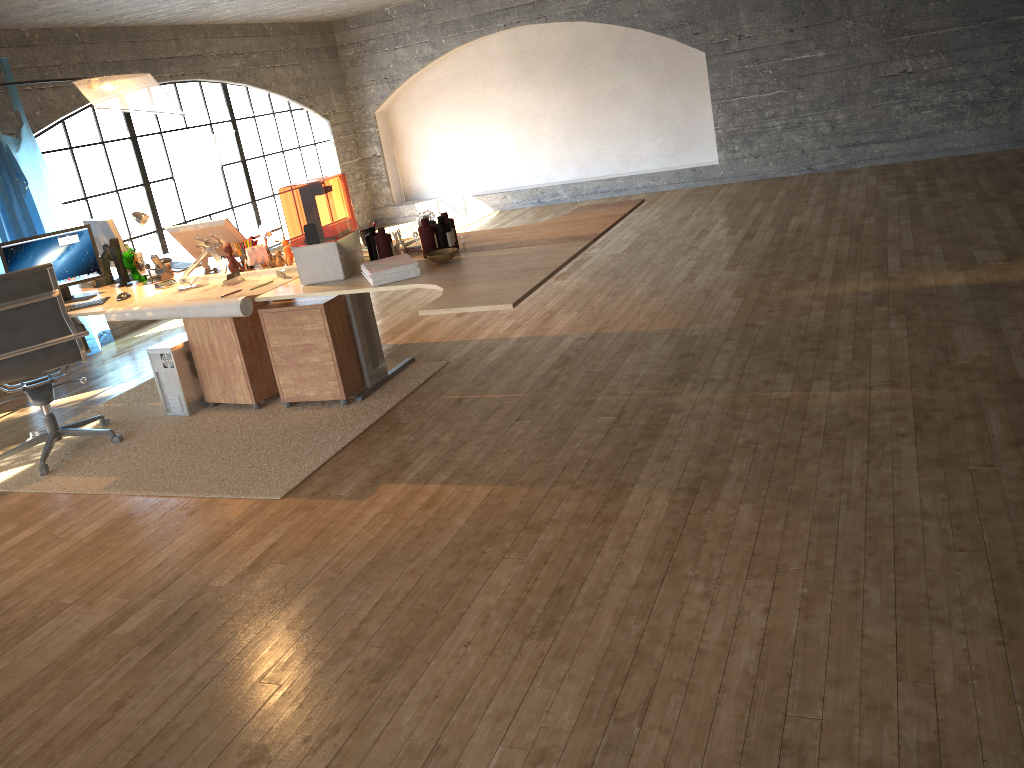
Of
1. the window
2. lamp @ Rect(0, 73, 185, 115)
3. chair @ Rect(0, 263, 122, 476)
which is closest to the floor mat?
chair @ Rect(0, 263, 122, 476)

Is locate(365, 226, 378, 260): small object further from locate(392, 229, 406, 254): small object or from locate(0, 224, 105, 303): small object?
locate(0, 224, 105, 303): small object

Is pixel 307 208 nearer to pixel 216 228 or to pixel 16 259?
pixel 216 228

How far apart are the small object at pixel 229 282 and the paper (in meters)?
0.04

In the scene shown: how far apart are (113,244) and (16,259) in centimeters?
49cm

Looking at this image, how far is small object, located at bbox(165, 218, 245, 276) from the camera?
4.8m

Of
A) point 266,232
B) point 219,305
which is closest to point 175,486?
point 219,305

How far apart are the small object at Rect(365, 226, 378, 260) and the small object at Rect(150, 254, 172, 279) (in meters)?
1.52

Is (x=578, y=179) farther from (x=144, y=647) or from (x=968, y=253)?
(x=144, y=647)

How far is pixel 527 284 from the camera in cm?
328
